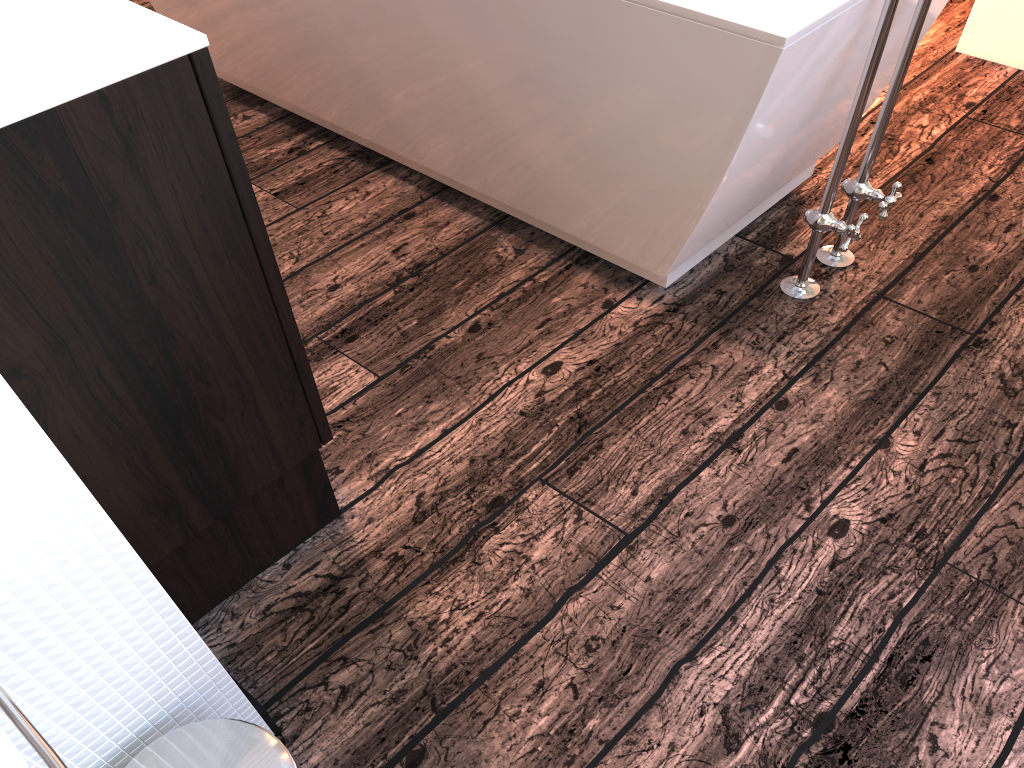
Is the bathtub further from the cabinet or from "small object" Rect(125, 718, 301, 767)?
"small object" Rect(125, 718, 301, 767)

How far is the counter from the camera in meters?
0.8 m

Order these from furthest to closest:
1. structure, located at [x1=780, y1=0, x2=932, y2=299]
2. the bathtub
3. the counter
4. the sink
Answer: structure, located at [x1=780, y1=0, x2=932, y2=299], the bathtub, the counter, the sink

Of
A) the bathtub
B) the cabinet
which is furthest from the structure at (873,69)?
the cabinet

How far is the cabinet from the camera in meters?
0.9 m

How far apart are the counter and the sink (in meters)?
0.49

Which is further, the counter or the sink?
the counter

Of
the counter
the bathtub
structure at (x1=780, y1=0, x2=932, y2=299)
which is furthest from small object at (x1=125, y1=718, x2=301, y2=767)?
structure at (x1=780, y1=0, x2=932, y2=299)

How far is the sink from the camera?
0.55m

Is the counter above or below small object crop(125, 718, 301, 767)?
above
